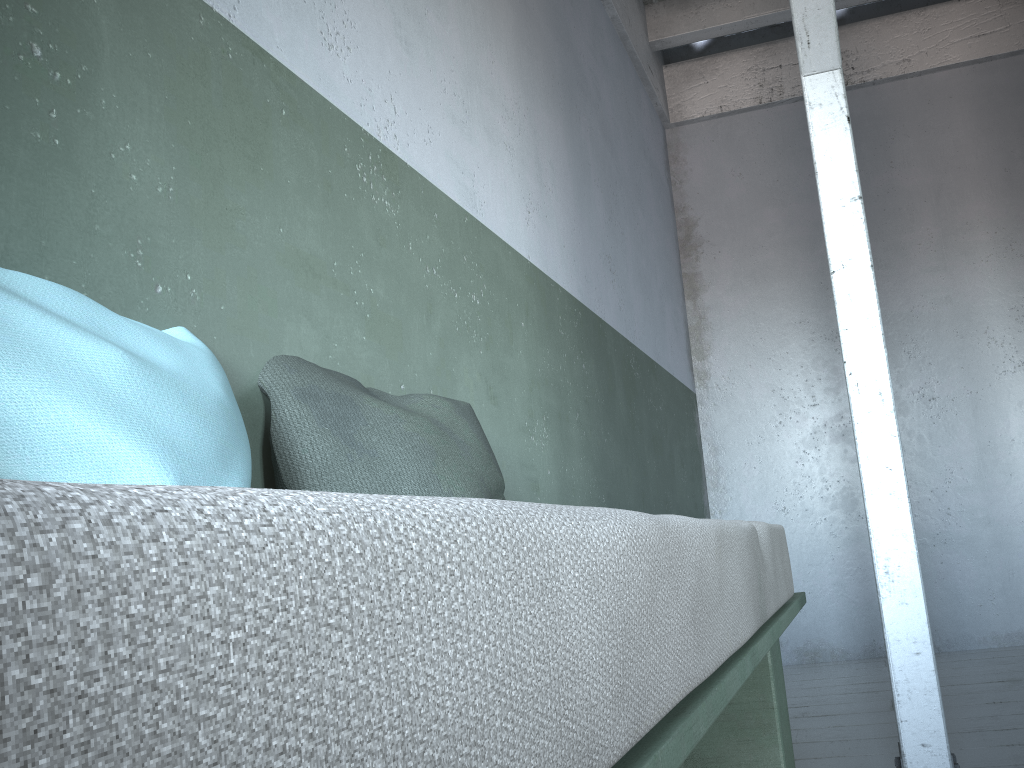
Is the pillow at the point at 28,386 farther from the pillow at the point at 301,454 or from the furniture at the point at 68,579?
the furniture at the point at 68,579

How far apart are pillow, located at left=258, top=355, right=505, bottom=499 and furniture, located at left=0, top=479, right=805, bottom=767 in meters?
0.5

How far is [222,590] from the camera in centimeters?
22cm

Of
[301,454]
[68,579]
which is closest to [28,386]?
[301,454]

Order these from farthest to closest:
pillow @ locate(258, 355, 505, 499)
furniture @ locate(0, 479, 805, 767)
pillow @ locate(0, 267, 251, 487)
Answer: pillow @ locate(258, 355, 505, 499) < pillow @ locate(0, 267, 251, 487) < furniture @ locate(0, 479, 805, 767)

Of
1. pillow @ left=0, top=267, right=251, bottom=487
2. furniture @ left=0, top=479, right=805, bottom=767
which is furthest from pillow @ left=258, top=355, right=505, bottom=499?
furniture @ left=0, top=479, right=805, bottom=767

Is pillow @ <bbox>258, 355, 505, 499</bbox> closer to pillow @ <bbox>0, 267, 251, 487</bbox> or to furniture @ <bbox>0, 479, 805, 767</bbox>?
pillow @ <bbox>0, 267, 251, 487</bbox>

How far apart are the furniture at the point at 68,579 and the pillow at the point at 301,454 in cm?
53

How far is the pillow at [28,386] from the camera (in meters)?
0.93

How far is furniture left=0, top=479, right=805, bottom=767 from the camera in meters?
0.2
